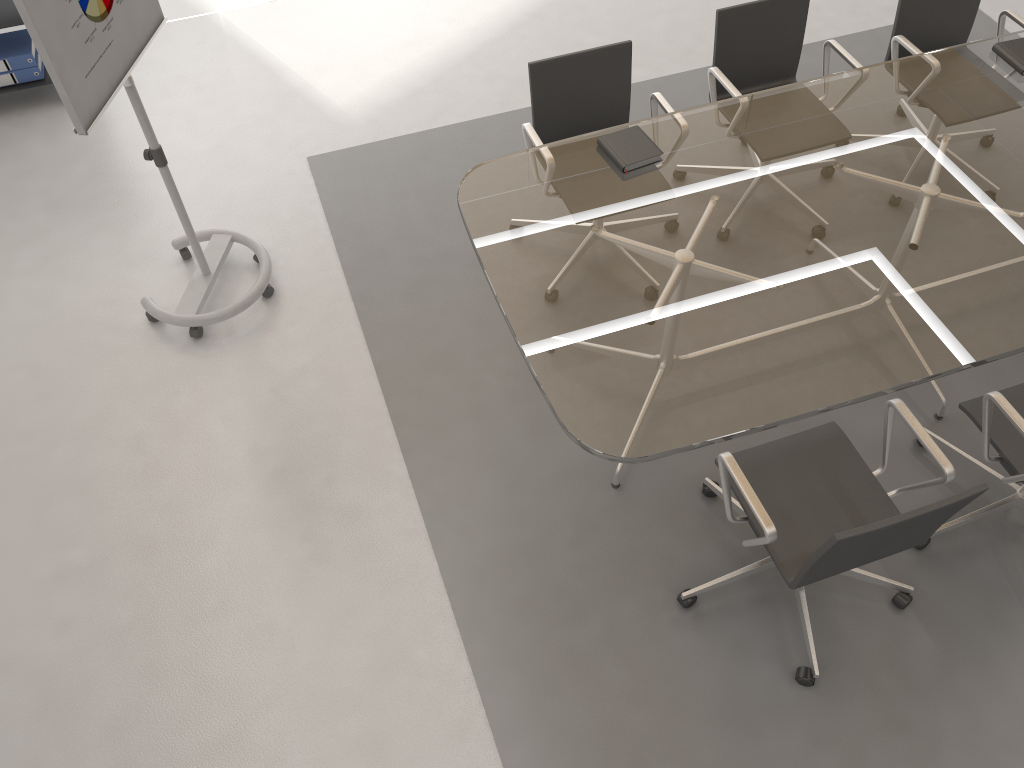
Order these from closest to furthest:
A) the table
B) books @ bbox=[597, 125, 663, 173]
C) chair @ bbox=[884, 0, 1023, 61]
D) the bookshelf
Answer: the table → books @ bbox=[597, 125, 663, 173] → chair @ bbox=[884, 0, 1023, 61] → the bookshelf

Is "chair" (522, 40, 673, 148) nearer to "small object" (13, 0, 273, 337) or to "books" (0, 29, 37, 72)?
"small object" (13, 0, 273, 337)

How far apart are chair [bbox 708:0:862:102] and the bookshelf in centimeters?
327cm

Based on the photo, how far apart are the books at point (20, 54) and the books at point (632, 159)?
3.1 meters

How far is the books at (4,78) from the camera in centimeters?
443cm

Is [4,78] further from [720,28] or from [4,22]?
[720,28]

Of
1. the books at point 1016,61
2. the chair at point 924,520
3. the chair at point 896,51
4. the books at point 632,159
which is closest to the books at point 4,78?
the books at point 632,159

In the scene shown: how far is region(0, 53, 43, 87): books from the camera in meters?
4.4

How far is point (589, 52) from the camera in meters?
3.4

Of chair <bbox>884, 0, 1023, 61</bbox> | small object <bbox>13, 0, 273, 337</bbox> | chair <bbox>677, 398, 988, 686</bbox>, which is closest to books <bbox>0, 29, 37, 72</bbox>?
small object <bbox>13, 0, 273, 337</bbox>
